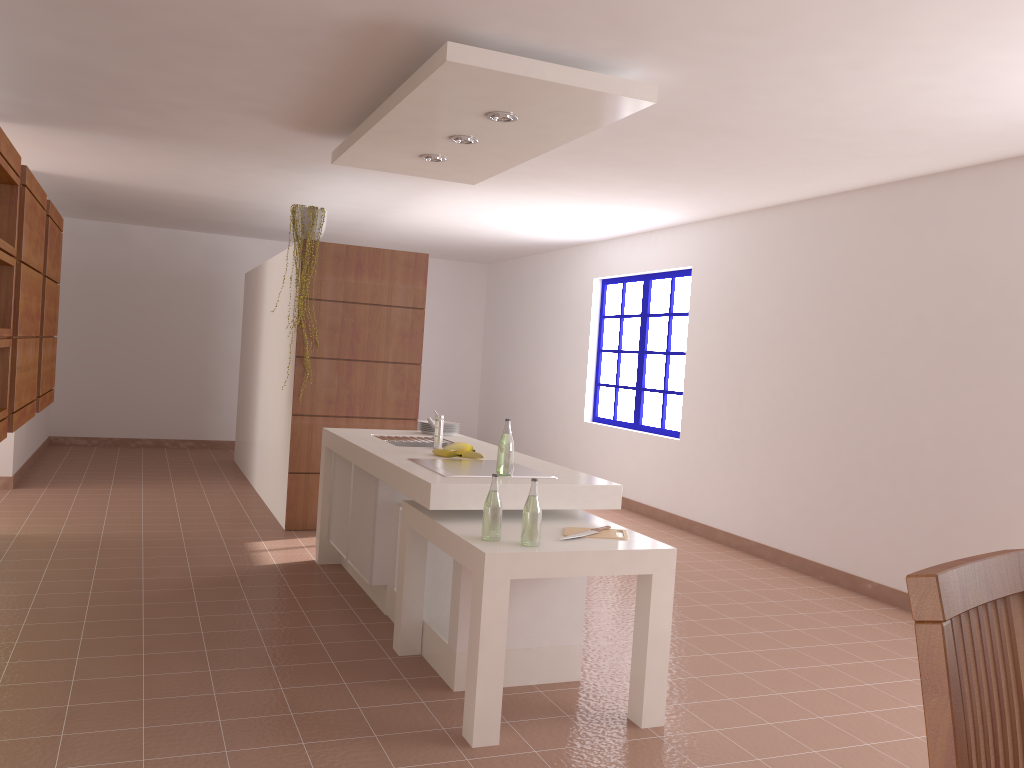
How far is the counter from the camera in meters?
3.4 m

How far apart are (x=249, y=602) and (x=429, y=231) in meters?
5.2 m

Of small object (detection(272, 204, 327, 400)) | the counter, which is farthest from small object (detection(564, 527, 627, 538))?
small object (detection(272, 204, 327, 400))

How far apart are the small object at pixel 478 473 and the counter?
0.05m

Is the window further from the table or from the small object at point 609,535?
the small object at point 609,535

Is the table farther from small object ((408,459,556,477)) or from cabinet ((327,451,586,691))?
small object ((408,459,556,477))

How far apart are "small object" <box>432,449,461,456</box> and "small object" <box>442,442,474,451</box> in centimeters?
5cm

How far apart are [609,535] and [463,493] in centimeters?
57cm

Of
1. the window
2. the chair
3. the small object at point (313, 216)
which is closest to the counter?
the small object at point (313, 216)

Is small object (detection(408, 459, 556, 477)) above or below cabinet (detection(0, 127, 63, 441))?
below
